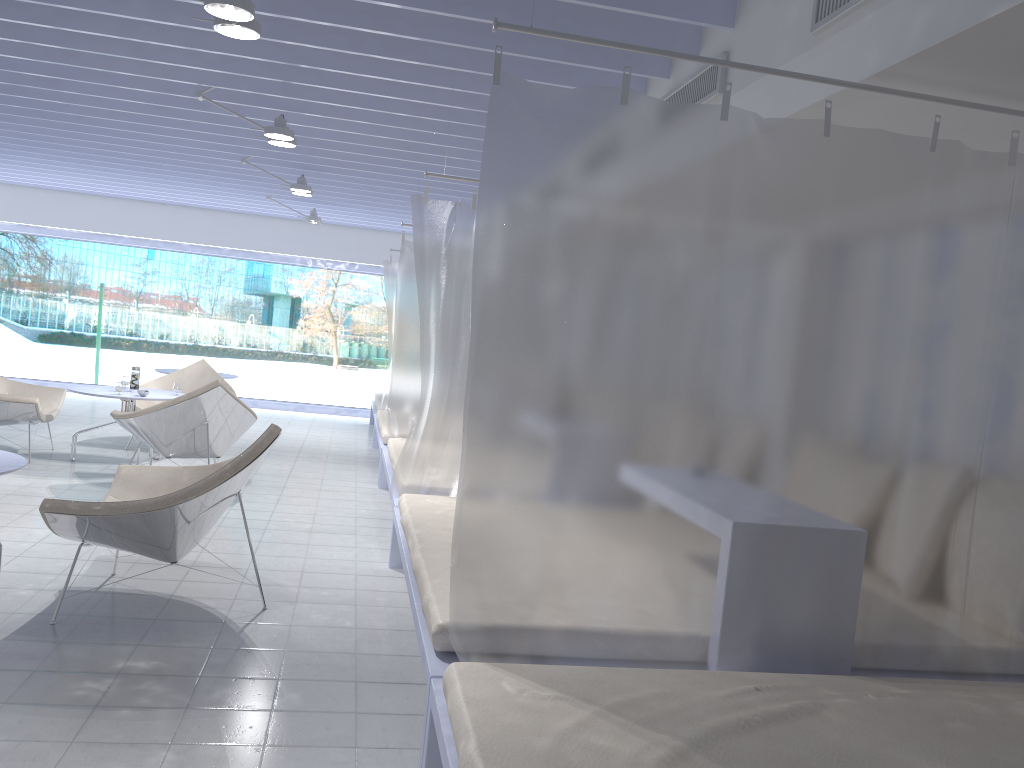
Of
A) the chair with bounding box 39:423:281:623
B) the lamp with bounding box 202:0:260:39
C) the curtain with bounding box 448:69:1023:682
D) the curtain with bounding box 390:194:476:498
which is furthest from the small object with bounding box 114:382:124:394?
the curtain with bounding box 448:69:1023:682

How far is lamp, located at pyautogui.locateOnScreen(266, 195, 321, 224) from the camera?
9.2m

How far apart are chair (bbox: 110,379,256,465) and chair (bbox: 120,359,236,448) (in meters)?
1.52

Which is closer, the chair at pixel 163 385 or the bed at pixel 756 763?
the bed at pixel 756 763

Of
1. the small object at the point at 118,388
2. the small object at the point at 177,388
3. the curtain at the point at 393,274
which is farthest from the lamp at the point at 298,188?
the small object at the point at 118,388

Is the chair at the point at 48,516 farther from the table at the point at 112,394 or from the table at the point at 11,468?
the table at the point at 112,394

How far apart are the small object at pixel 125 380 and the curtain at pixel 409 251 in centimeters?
203cm

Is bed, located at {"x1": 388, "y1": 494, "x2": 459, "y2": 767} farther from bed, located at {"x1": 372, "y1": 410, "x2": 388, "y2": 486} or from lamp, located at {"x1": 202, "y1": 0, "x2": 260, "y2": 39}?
bed, located at {"x1": 372, "y1": 410, "x2": 388, "y2": 486}

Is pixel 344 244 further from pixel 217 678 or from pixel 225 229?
pixel 217 678

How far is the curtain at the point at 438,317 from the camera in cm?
441
